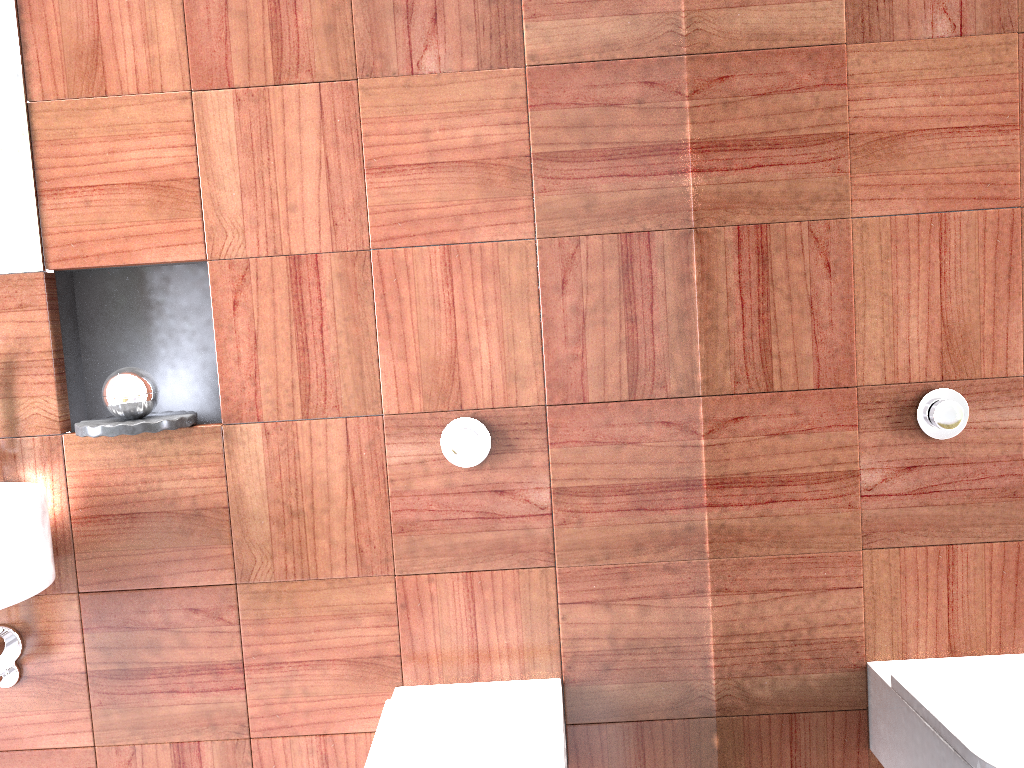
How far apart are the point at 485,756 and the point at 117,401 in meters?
0.9

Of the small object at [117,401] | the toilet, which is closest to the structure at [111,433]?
the small object at [117,401]

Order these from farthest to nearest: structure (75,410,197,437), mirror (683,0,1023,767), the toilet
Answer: structure (75,410,197,437) → the toilet → mirror (683,0,1023,767)

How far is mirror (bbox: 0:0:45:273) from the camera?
1.7m

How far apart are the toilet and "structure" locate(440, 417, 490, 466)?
0.43m

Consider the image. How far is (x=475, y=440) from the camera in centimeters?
168cm

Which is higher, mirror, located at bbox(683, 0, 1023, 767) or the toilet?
mirror, located at bbox(683, 0, 1023, 767)

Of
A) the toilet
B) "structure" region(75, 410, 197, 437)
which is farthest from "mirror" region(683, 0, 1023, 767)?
"structure" region(75, 410, 197, 437)

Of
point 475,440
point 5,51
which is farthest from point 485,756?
point 5,51

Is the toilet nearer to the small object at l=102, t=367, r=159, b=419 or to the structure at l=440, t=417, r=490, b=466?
the structure at l=440, t=417, r=490, b=466
